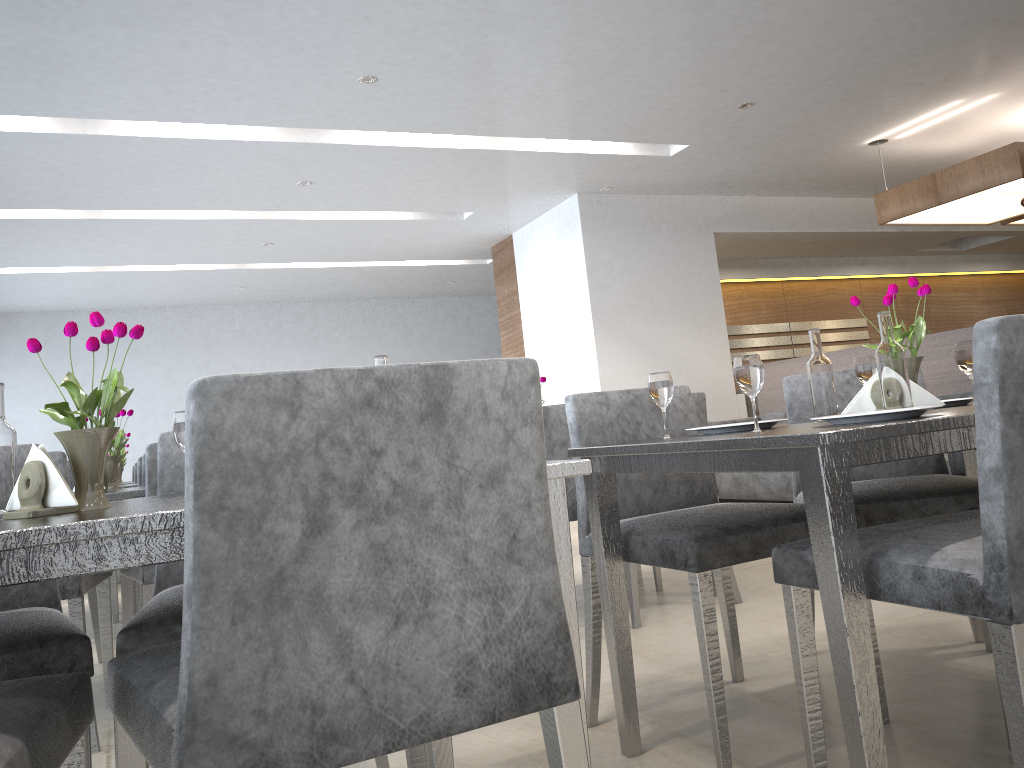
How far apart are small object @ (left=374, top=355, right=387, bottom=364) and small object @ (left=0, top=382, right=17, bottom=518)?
0.56m

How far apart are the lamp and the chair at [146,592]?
2.5 meters

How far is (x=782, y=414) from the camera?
6.1 meters

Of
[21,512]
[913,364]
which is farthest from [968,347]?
[21,512]

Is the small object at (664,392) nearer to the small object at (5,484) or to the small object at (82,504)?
the small object at (82,504)

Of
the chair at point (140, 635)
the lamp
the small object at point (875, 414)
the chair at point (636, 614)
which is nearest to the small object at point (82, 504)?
the chair at point (140, 635)

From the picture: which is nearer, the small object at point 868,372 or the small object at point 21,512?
the small object at point 21,512

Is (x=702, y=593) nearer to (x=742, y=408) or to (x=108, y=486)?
(x=108, y=486)

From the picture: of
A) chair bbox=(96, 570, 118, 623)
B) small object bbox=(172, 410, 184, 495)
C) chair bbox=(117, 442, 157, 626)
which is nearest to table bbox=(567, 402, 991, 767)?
small object bbox=(172, 410, 184, 495)

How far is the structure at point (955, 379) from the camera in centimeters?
508cm
